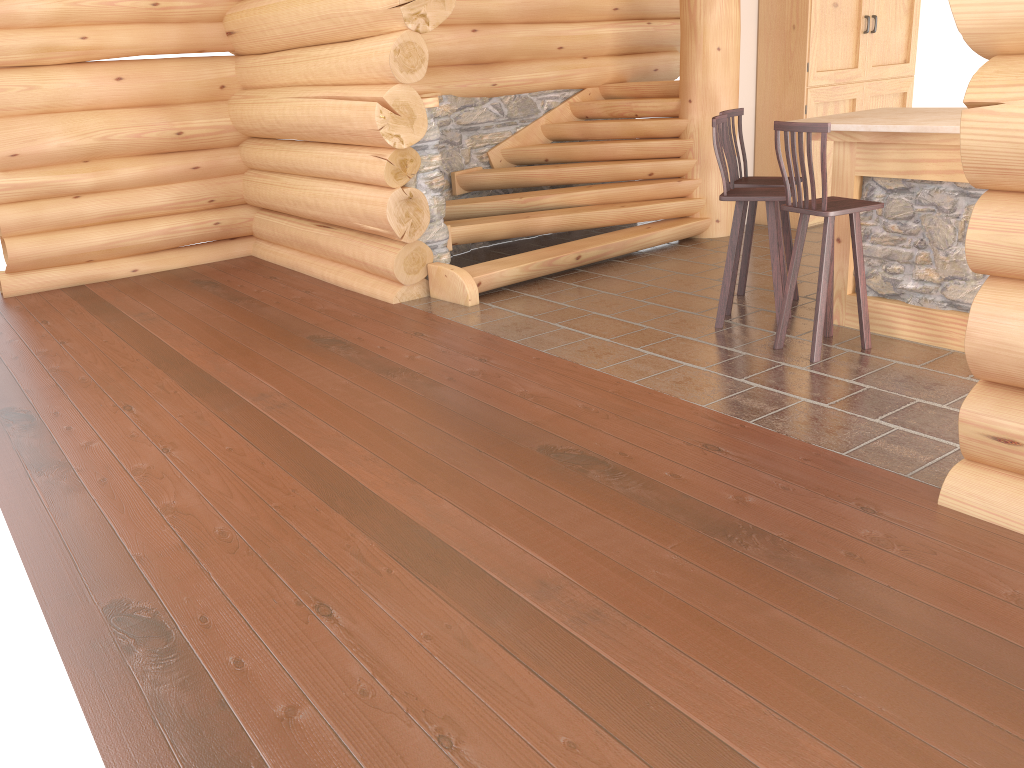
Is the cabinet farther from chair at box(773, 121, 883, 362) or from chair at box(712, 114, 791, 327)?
chair at box(773, 121, 883, 362)

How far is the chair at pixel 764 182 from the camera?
5.9m

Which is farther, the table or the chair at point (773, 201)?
the chair at point (773, 201)

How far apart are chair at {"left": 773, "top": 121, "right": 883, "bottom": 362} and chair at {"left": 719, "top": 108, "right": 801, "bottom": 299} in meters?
0.8 m

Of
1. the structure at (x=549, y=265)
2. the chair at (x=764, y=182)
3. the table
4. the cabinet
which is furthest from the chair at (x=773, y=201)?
the cabinet

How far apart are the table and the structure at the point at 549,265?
2.4 meters

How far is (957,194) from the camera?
4.9m

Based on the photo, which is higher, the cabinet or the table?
the cabinet

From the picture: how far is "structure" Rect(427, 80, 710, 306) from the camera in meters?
7.3 m

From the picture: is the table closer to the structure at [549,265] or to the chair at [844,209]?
the chair at [844,209]
